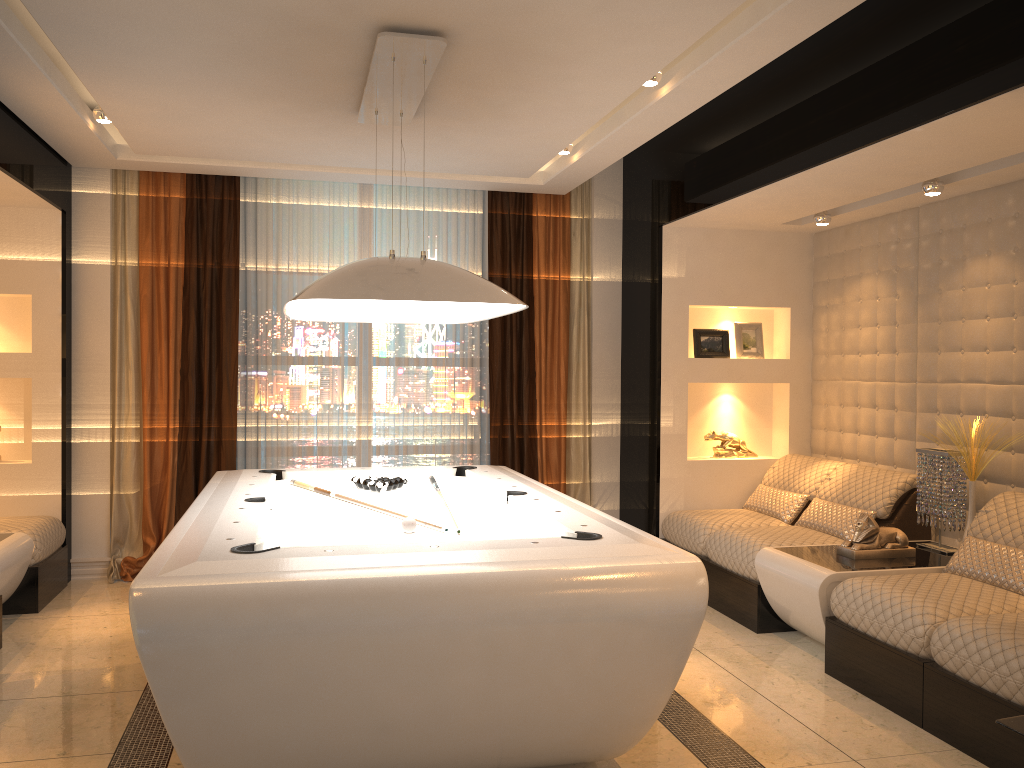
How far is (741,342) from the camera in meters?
6.1

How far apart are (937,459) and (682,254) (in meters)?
2.03

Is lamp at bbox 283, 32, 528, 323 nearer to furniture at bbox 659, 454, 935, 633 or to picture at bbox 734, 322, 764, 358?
furniture at bbox 659, 454, 935, 633

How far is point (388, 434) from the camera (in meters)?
6.22

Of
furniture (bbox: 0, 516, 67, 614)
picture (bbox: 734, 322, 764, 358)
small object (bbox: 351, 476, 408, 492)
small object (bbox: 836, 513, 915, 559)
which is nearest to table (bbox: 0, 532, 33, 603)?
A: furniture (bbox: 0, 516, 67, 614)

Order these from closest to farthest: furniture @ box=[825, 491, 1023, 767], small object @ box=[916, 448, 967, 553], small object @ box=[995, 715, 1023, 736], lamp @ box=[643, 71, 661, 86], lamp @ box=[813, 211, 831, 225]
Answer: small object @ box=[995, 715, 1023, 736], furniture @ box=[825, 491, 1023, 767], lamp @ box=[643, 71, 661, 86], small object @ box=[916, 448, 967, 553], lamp @ box=[813, 211, 831, 225]

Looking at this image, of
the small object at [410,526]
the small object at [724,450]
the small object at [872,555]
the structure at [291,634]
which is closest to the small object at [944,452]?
the small object at [872,555]

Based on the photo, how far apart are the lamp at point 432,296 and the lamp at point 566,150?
1.23m

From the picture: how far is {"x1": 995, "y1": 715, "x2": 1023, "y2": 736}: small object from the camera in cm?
215

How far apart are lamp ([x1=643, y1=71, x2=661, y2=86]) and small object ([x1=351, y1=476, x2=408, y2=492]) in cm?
222
